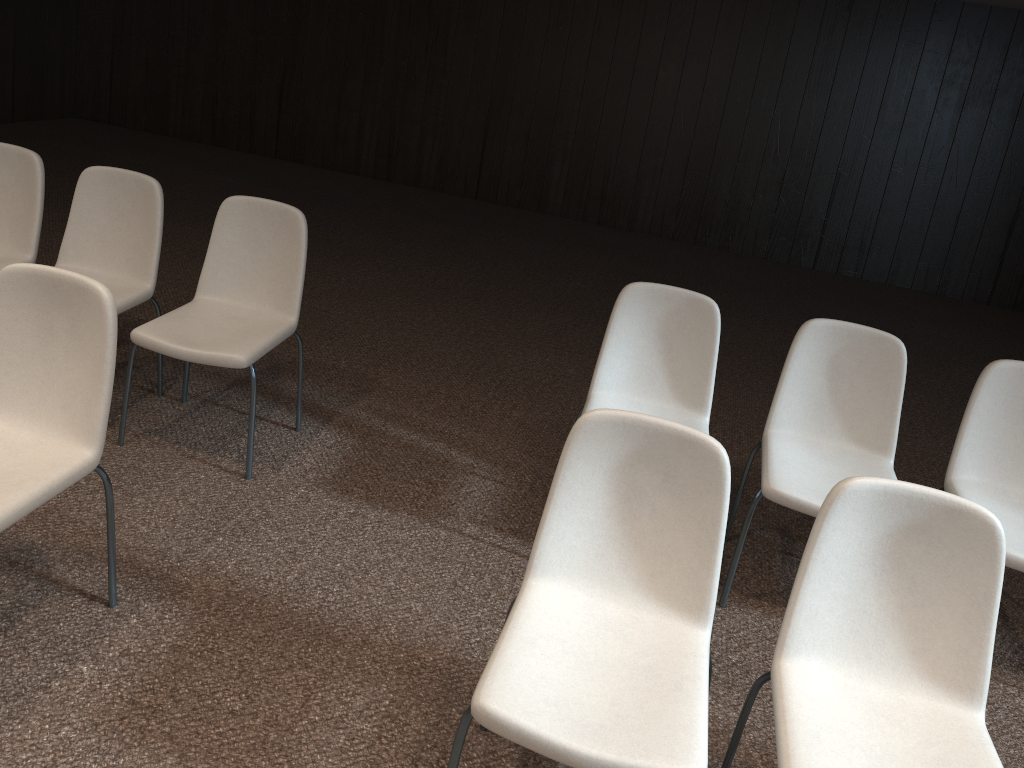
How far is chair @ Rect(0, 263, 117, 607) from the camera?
2.2 meters

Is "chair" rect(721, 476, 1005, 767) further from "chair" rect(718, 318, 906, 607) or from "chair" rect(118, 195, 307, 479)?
"chair" rect(118, 195, 307, 479)

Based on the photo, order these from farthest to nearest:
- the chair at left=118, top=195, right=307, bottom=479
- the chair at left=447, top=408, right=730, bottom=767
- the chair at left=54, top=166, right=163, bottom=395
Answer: the chair at left=54, top=166, right=163, bottom=395, the chair at left=118, top=195, right=307, bottom=479, the chair at left=447, top=408, right=730, bottom=767

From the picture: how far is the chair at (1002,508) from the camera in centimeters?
290cm

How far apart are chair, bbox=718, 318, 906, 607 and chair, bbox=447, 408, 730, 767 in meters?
0.8

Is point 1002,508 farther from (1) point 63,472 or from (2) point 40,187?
(2) point 40,187

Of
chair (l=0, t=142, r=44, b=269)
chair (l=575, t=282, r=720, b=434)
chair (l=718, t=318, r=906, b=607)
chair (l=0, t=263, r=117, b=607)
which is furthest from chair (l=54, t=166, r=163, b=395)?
chair (l=718, t=318, r=906, b=607)

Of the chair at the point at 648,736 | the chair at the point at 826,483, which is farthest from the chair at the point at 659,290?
the chair at the point at 648,736

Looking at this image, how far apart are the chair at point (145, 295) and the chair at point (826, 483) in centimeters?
238cm

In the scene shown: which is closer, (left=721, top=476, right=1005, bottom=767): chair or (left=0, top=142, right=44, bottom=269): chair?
(left=721, top=476, right=1005, bottom=767): chair
